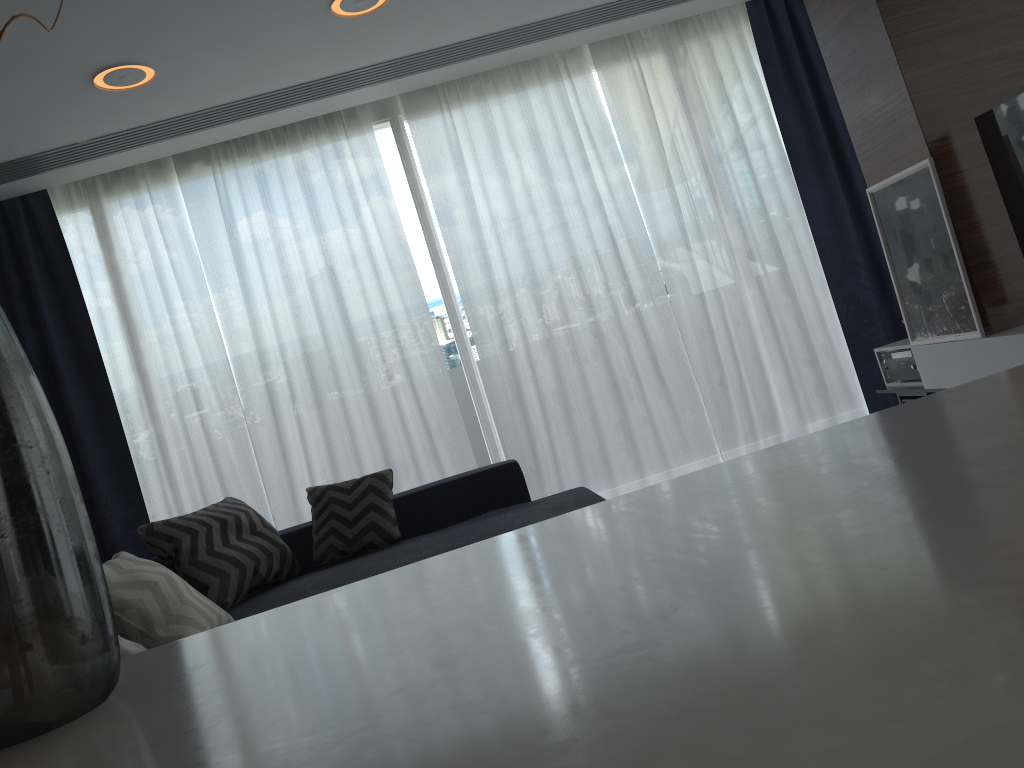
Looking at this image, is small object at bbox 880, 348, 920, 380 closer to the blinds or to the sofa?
the blinds

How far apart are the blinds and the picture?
1.16m

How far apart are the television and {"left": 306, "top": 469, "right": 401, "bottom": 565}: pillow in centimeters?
275cm

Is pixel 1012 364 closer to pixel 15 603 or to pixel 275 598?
pixel 275 598

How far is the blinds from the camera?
4.7 meters

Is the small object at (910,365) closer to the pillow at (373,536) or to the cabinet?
the pillow at (373,536)

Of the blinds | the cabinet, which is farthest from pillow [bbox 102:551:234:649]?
the cabinet

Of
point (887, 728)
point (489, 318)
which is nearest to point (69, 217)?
point (489, 318)

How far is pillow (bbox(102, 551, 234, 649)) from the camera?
2.7 meters

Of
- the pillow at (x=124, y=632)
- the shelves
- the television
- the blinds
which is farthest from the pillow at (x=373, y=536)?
the television
